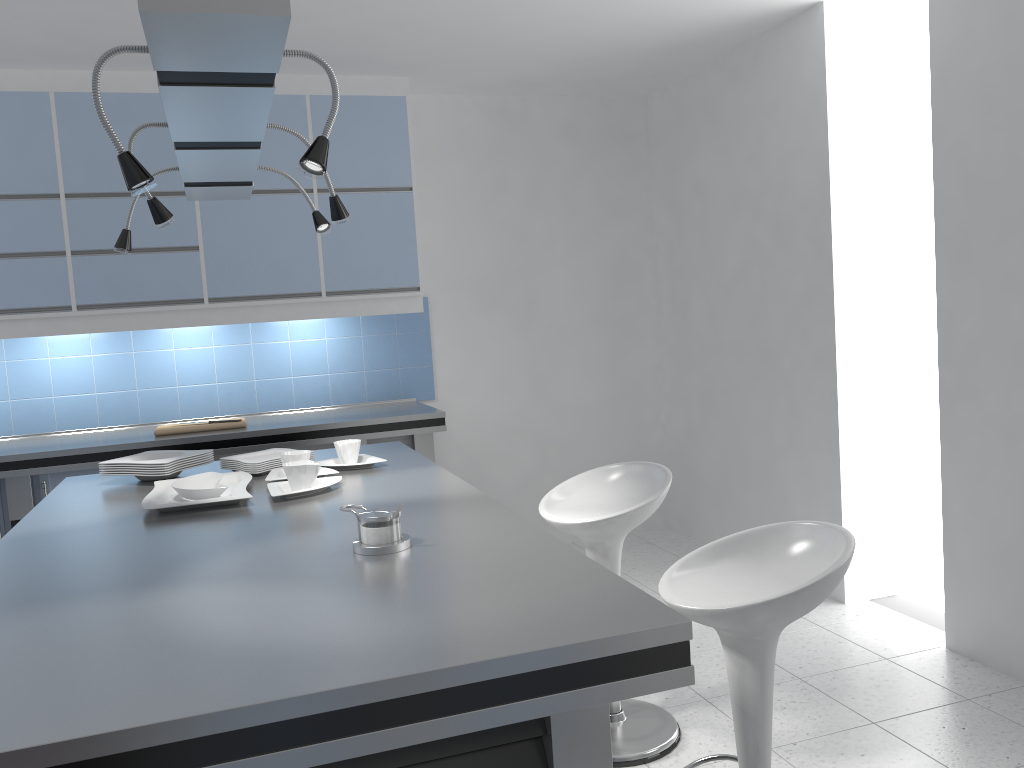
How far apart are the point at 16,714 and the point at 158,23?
0.97m

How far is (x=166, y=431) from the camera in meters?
4.2

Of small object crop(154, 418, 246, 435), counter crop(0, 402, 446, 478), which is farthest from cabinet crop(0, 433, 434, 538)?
small object crop(154, 418, 246, 435)

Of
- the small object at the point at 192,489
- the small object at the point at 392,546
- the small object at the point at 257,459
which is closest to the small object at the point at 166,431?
the small object at the point at 257,459

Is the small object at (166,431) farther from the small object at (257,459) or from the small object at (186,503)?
the small object at (186,503)

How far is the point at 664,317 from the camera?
5.54m

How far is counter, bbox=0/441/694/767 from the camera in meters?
1.2

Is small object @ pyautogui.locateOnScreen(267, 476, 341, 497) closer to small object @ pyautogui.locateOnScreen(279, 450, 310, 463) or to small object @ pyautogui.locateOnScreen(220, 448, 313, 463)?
small object @ pyautogui.locateOnScreen(279, 450, 310, 463)

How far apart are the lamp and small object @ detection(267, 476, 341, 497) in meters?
0.8 m

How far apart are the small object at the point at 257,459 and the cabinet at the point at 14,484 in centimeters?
140cm
